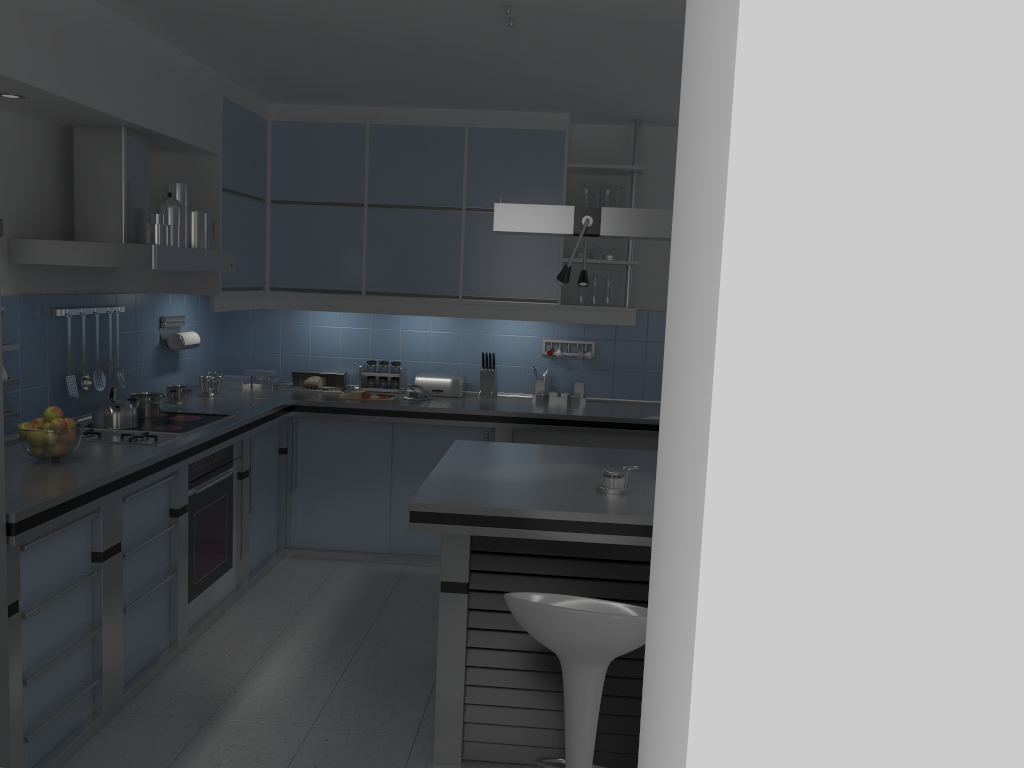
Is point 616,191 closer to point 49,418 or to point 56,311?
point 56,311

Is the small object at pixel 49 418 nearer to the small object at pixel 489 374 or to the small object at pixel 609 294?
the small object at pixel 489 374

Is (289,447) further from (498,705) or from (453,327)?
(498,705)

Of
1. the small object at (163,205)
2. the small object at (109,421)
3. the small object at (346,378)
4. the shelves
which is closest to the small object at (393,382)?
the small object at (346,378)

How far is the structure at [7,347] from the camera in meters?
3.5

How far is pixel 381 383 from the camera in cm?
572

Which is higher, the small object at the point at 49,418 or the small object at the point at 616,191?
the small object at the point at 616,191

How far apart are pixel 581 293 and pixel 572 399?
0.7 meters

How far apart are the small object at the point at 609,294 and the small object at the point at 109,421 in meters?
2.7

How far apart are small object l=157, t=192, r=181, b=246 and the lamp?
1.53m
